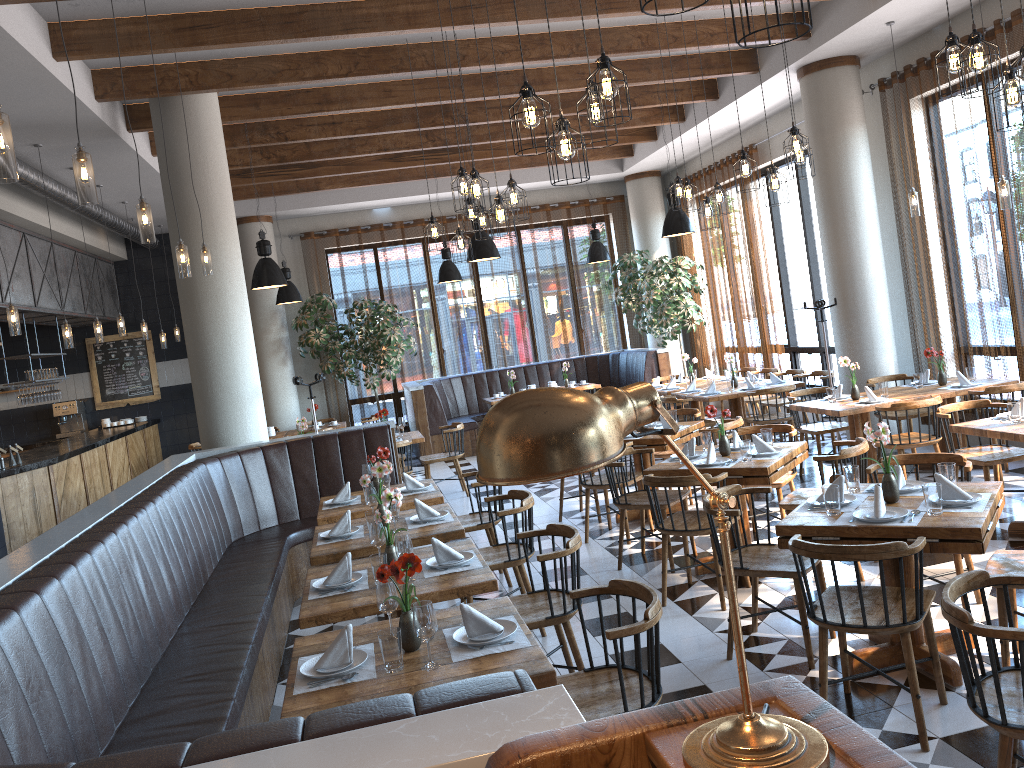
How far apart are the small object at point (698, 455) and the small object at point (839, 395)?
2.5 meters

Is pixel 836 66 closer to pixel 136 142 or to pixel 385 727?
pixel 136 142

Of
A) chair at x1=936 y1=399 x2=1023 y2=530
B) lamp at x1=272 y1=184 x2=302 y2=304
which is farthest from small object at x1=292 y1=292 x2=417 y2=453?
chair at x1=936 y1=399 x2=1023 y2=530

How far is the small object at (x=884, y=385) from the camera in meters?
7.7

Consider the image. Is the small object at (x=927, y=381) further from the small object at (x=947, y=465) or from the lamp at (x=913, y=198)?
the small object at (x=947, y=465)

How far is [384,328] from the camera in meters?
13.3

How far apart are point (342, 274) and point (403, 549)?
10.93m

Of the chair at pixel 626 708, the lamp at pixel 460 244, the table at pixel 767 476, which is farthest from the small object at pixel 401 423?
the chair at pixel 626 708

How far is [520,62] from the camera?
8.00m

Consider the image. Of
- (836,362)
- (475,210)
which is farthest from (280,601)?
(836,362)
